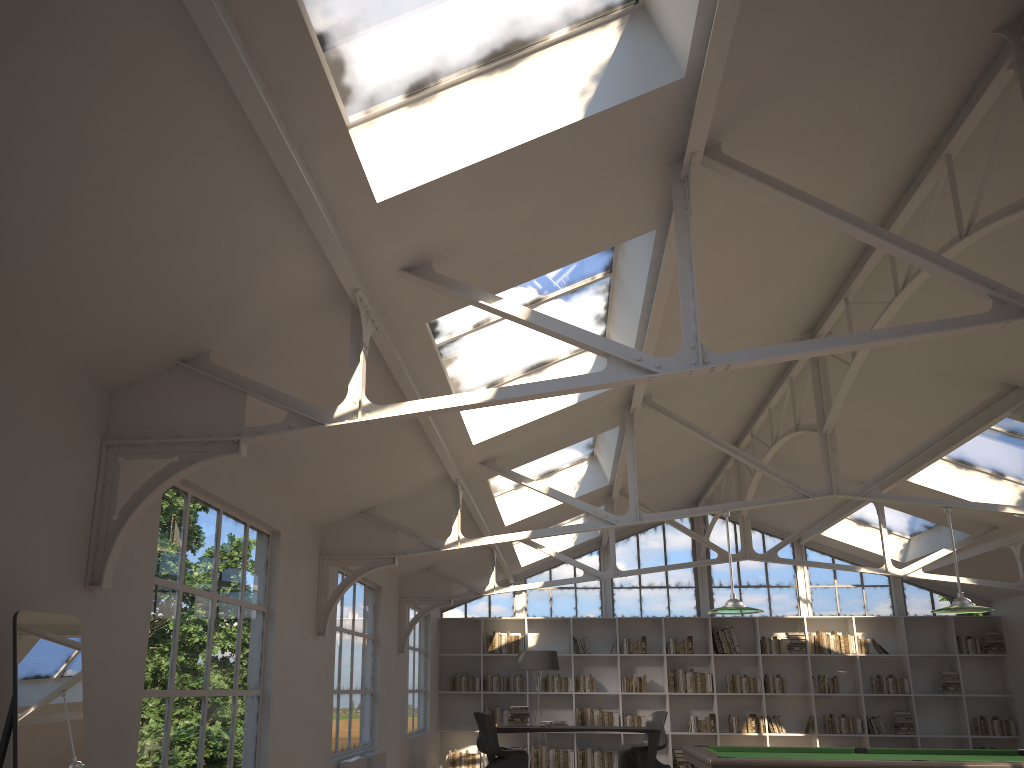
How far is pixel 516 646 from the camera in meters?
13.9 m

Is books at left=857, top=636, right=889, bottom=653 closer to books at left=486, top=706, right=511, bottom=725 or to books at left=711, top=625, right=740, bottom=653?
books at left=711, top=625, right=740, bottom=653

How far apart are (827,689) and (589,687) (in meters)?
3.61

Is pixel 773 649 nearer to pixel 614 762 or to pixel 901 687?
pixel 901 687

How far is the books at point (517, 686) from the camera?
13.7m

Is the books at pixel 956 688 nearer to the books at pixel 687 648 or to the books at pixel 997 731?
the books at pixel 997 731

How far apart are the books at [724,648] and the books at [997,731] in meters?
3.6

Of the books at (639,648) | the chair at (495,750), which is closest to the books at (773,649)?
the books at (639,648)

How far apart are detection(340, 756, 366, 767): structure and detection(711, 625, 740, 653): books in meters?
7.2 m

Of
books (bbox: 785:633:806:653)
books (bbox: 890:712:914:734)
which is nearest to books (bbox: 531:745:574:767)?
books (bbox: 785:633:806:653)
